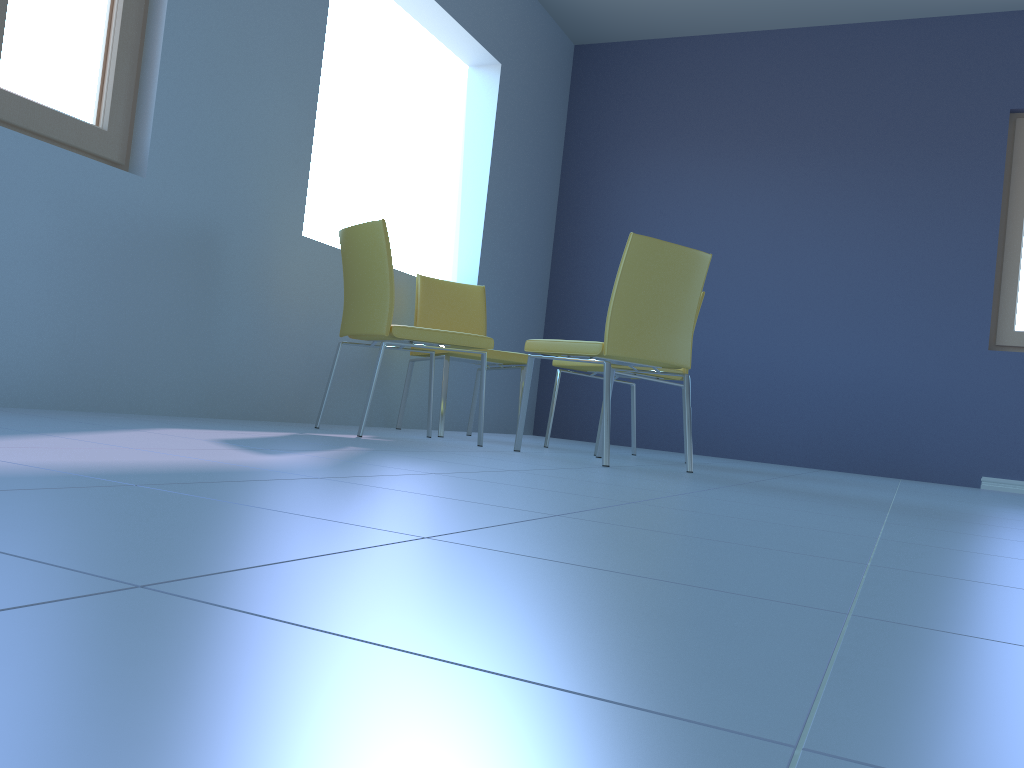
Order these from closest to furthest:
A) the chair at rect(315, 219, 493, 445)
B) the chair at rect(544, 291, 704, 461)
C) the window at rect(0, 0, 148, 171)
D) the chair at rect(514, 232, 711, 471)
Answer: the window at rect(0, 0, 148, 171), the chair at rect(514, 232, 711, 471), the chair at rect(315, 219, 493, 445), the chair at rect(544, 291, 704, 461)

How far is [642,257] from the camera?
2.7 meters

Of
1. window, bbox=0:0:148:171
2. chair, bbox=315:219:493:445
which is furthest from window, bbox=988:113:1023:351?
window, bbox=0:0:148:171

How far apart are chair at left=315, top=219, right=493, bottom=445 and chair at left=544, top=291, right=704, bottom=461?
0.5 meters

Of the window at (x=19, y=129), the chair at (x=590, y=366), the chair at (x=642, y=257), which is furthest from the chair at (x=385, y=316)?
the window at (x=19, y=129)

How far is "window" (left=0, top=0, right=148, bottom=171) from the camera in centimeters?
238cm

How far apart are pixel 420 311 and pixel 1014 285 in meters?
3.1 m

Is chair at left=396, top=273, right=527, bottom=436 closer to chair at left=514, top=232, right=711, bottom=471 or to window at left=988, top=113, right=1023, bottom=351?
chair at left=514, top=232, right=711, bottom=471

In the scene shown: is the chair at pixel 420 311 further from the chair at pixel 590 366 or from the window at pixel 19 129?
the window at pixel 19 129

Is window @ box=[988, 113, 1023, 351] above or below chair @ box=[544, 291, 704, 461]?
above
